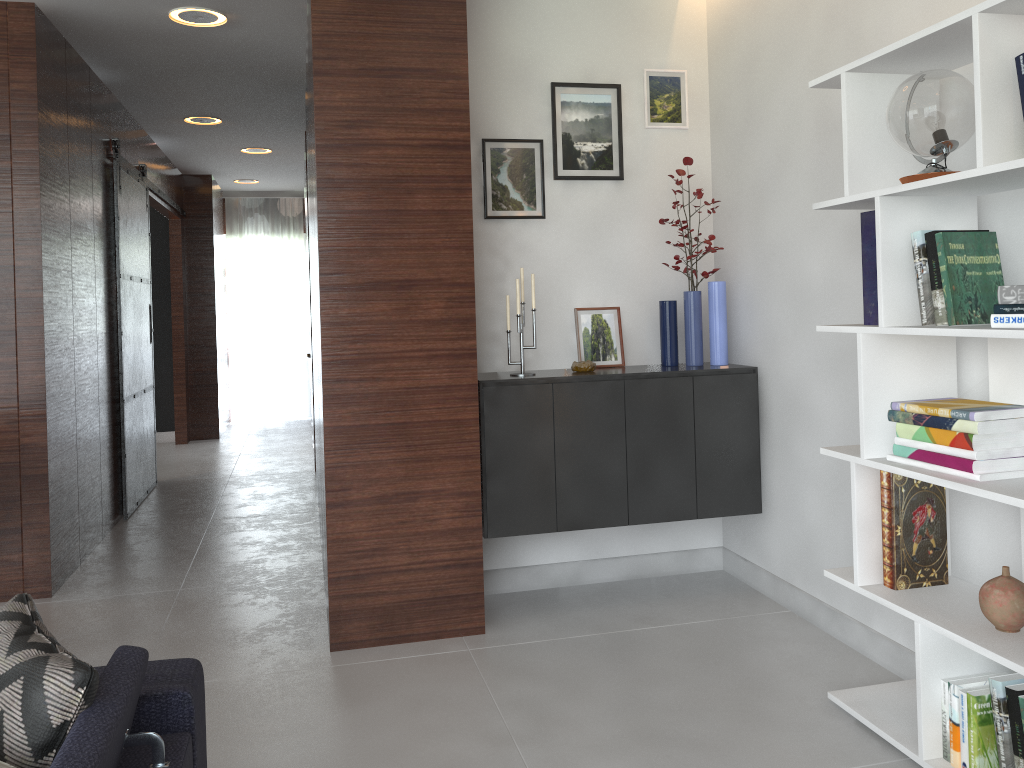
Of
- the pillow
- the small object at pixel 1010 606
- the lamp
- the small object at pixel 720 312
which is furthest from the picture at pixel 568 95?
the pillow

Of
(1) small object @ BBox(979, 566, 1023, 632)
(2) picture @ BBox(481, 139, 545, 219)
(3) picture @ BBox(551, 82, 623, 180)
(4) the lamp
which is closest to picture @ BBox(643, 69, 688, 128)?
(3) picture @ BBox(551, 82, 623, 180)

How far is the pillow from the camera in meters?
1.3

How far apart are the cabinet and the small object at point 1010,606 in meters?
1.4 m

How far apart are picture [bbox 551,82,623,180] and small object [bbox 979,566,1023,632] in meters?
2.2 m

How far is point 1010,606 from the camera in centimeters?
207cm

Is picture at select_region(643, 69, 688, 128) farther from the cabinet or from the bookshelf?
the bookshelf

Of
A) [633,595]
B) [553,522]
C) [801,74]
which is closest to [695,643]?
[633,595]

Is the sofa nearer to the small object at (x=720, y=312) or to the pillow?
the pillow

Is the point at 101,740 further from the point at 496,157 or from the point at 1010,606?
the point at 496,157
